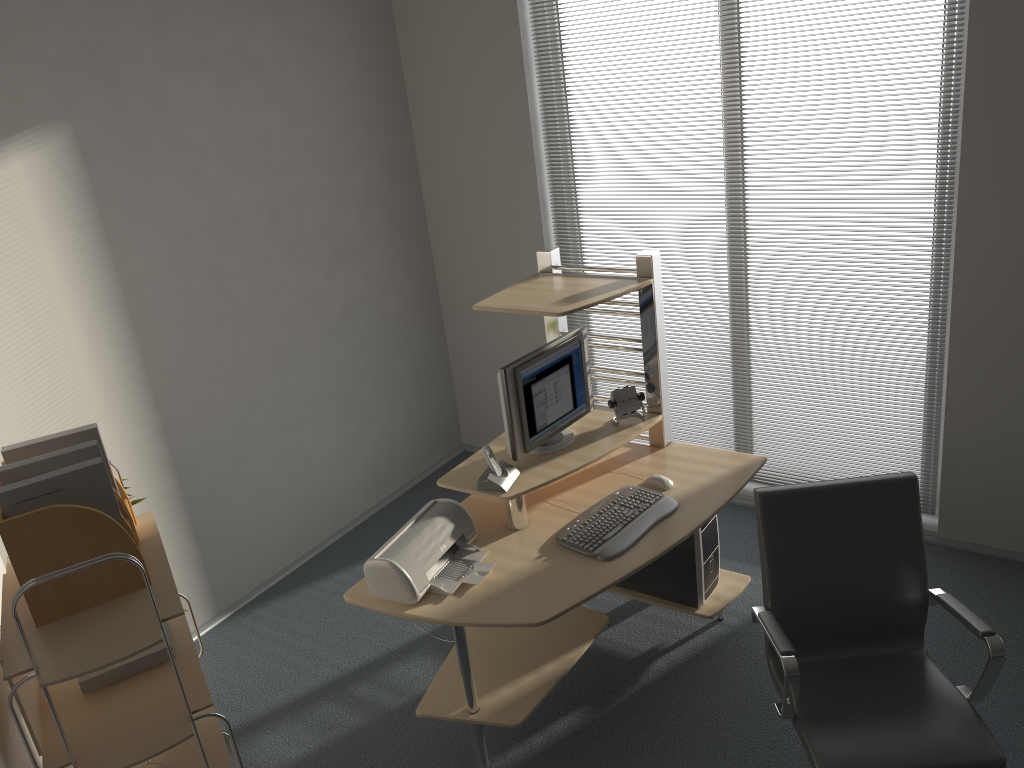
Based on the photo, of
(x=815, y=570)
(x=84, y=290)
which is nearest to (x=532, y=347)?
(x=84, y=290)

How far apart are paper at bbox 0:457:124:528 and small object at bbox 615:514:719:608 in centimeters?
225cm

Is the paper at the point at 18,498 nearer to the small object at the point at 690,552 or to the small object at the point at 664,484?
the small object at the point at 664,484

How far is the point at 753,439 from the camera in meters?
4.6 m

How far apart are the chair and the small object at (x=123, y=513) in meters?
1.7 m

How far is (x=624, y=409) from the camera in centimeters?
362cm

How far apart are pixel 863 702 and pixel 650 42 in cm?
295

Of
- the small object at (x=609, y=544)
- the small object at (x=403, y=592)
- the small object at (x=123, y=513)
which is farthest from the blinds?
the small object at (x=123, y=513)

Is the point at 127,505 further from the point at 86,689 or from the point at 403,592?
the point at 403,592

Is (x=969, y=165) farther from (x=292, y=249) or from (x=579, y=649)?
(x=292, y=249)
